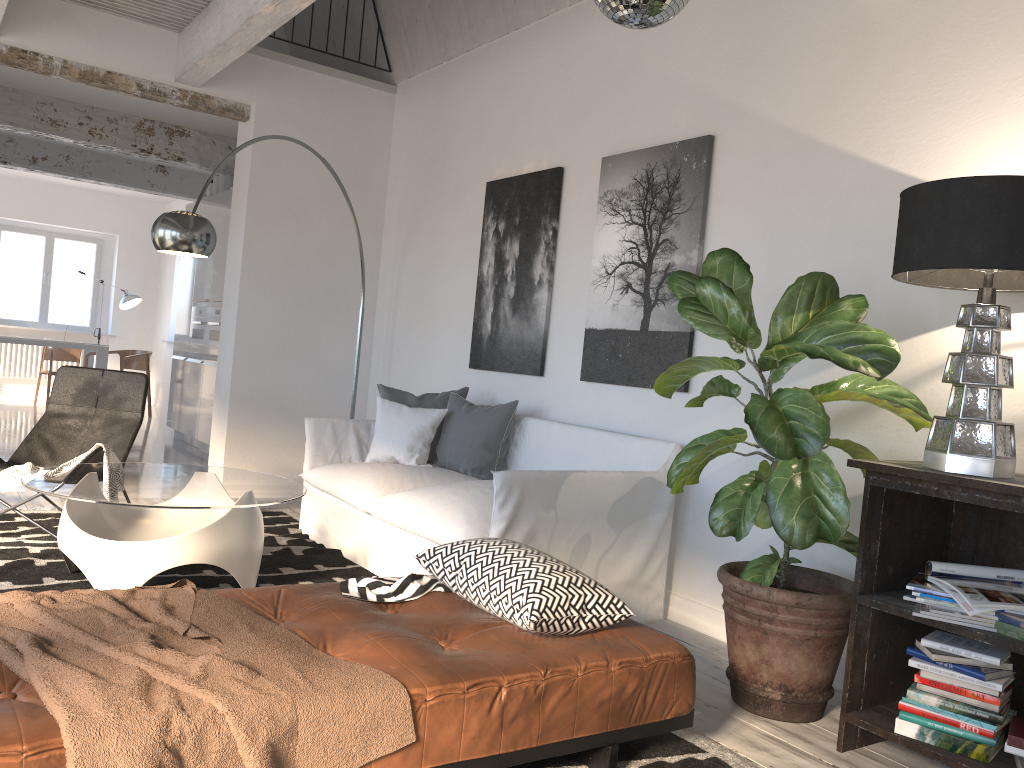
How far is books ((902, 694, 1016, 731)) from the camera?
2.4 meters

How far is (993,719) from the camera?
2.42m

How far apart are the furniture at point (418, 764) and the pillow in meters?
2.1

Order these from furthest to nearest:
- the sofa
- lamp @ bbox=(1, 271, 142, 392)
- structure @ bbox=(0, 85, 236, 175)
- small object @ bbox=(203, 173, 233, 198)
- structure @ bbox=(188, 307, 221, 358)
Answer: lamp @ bbox=(1, 271, 142, 392), small object @ bbox=(203, 173, 233, 198), structure @ bbox=(188, 307, 221, 358), structure @ bbox=(0, 85, 236, 175), the sofa

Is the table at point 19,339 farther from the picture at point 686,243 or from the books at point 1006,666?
the books at point 1006,666

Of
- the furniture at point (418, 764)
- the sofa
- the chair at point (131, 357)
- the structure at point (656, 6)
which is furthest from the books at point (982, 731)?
the chair at point (131, 357)

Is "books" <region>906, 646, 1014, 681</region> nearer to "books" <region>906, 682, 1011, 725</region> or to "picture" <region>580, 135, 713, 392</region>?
"books" <region>906, 682, 1011, 725</region>

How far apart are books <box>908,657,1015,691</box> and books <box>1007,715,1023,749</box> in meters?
0.1 m

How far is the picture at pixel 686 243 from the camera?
4.1 meters

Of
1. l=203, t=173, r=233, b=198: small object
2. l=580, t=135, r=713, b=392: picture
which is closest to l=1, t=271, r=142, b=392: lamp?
l=203, t=173, r=233, b=198: small object
